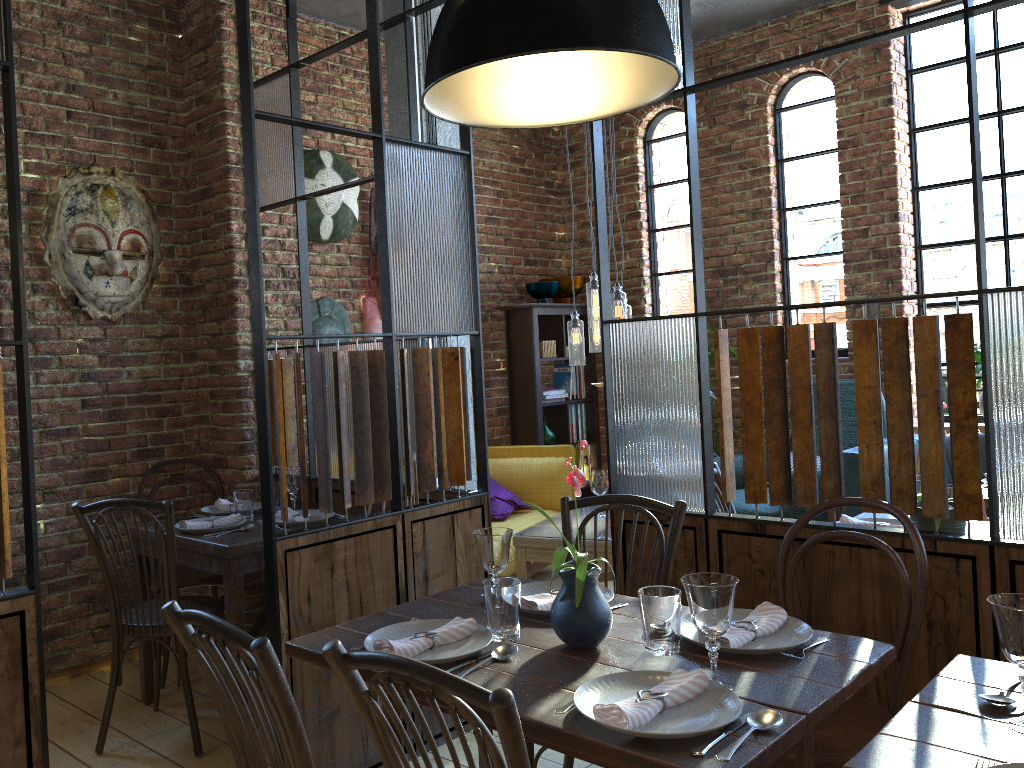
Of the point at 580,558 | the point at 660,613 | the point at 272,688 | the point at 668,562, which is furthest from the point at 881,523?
the point at 272,688

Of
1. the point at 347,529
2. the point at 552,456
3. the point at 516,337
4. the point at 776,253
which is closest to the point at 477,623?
the point at 347,529

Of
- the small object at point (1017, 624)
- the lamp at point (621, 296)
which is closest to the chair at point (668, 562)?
the small object at point (1017, 624)

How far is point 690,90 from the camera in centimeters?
263cm

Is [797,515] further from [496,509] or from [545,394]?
[545,394]

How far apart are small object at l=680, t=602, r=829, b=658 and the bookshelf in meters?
3.9 m

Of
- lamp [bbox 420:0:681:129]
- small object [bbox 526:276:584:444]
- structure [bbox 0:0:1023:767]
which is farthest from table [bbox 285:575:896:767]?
small object [bbox 526:276:584:444]

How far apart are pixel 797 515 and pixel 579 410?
2.01m

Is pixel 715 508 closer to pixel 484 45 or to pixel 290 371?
pixel 484 45

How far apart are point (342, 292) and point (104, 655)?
2.2m
